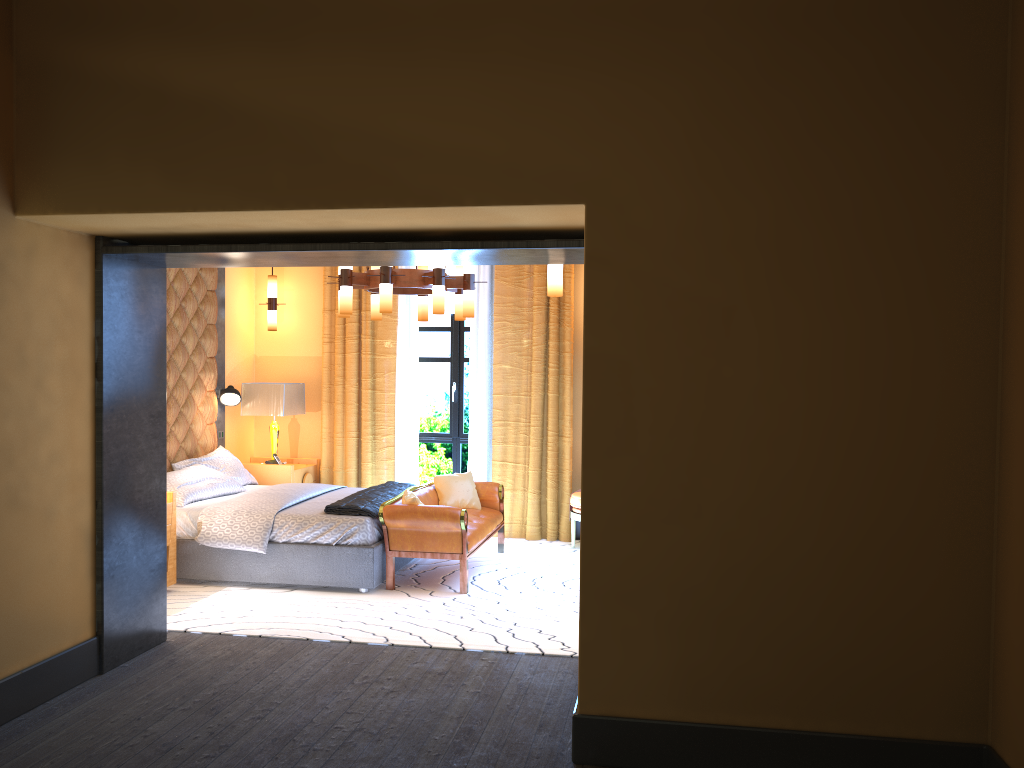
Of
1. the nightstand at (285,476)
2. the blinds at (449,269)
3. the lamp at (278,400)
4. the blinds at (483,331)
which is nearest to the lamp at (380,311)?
the blinds at (483,331)

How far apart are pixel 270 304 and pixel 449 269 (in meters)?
1.76

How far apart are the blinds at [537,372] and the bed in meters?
0.8 m

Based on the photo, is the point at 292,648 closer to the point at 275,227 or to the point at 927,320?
the point at 275,227

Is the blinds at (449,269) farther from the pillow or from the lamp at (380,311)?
the pillow

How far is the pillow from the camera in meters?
7.3

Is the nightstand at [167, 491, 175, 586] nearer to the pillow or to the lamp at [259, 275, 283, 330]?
the pillow

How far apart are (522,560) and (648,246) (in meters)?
4.33

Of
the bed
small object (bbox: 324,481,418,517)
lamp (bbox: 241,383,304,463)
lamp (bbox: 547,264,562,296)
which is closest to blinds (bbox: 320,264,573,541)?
lamp (bbox: 241,383,304,463)

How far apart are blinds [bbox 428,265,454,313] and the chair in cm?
228
